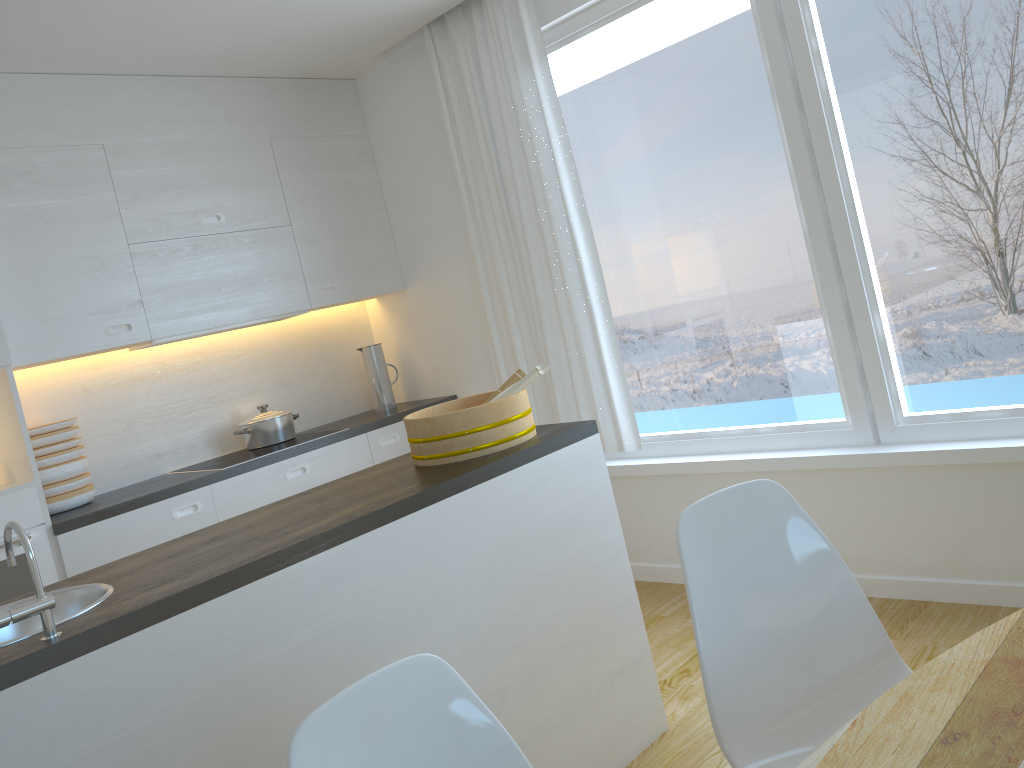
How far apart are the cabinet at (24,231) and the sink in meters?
1.4 m

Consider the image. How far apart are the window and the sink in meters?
2.5 m

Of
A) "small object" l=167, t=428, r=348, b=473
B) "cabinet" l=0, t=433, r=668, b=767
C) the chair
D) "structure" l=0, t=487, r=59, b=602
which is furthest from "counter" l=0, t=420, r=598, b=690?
"small object" l=167, t=428, r=348, b=473

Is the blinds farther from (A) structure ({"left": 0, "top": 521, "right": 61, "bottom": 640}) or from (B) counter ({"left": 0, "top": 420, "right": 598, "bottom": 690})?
(A) structure ({"left": 0, "top": 521, "right": 61, "bottom": 640})

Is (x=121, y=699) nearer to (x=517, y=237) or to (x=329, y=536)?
(x=329, y=536)

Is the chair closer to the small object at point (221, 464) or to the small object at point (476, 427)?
the small object at point (476, 427)

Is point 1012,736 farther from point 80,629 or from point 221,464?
point 221,464

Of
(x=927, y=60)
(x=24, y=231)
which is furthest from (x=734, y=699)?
(x=24, y=231)

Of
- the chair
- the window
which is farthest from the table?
the window

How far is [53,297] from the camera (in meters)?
3.50
